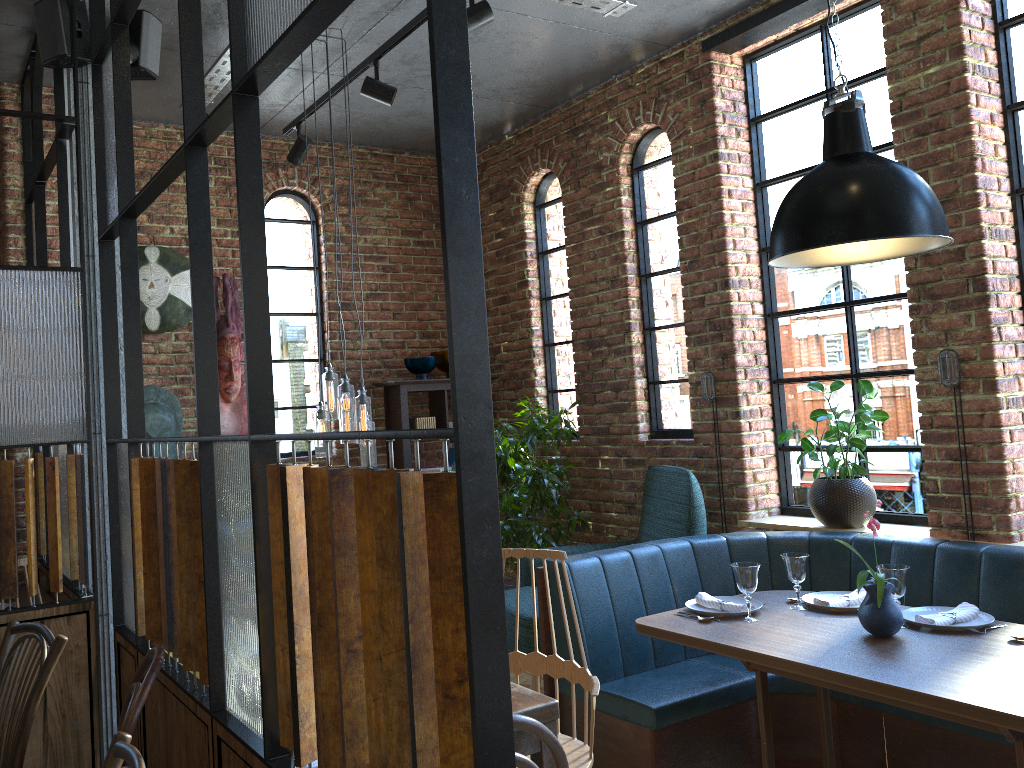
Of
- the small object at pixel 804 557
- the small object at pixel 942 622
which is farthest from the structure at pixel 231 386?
the small object at pixel 942 622

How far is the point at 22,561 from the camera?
3.2 meters

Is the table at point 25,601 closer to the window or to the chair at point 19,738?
the chair at point 19,738

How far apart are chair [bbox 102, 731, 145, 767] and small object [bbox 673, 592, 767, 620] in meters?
2.2 m

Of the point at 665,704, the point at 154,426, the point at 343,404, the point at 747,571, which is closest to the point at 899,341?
the point at 747,571

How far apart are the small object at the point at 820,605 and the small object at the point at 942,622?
0.16m

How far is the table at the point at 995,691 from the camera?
2.3 meters

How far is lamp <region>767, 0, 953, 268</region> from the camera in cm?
262

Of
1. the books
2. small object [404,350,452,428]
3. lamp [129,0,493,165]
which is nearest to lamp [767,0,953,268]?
lamp [129,0,493,165]

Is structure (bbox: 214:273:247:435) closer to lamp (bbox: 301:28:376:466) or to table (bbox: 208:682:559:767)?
lamp (bbox: 301:28:376:466)
